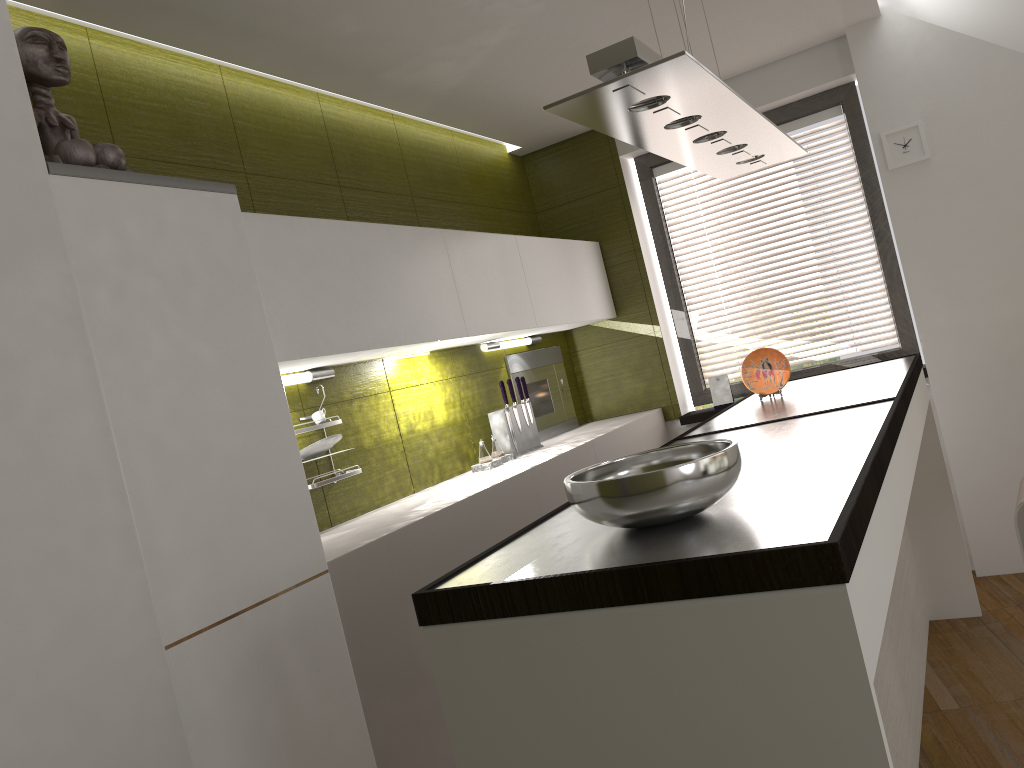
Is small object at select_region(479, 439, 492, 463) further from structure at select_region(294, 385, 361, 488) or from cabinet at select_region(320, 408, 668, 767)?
structure at select_region(294, 385, 361, 488)

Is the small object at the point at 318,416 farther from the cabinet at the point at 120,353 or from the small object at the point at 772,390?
the small object at the point at 772,390

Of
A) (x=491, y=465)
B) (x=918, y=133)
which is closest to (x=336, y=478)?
(x=491, y=465)

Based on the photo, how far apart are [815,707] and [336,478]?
2.0 meters

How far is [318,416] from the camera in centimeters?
299cm

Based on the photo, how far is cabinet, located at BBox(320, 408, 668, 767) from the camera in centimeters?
235cm

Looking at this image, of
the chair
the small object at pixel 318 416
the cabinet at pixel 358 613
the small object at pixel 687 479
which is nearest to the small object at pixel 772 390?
the cabinet at pixel 358 613

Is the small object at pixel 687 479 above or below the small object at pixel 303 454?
below

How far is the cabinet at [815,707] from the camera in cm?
115

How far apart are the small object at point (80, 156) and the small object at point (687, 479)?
1.4m
